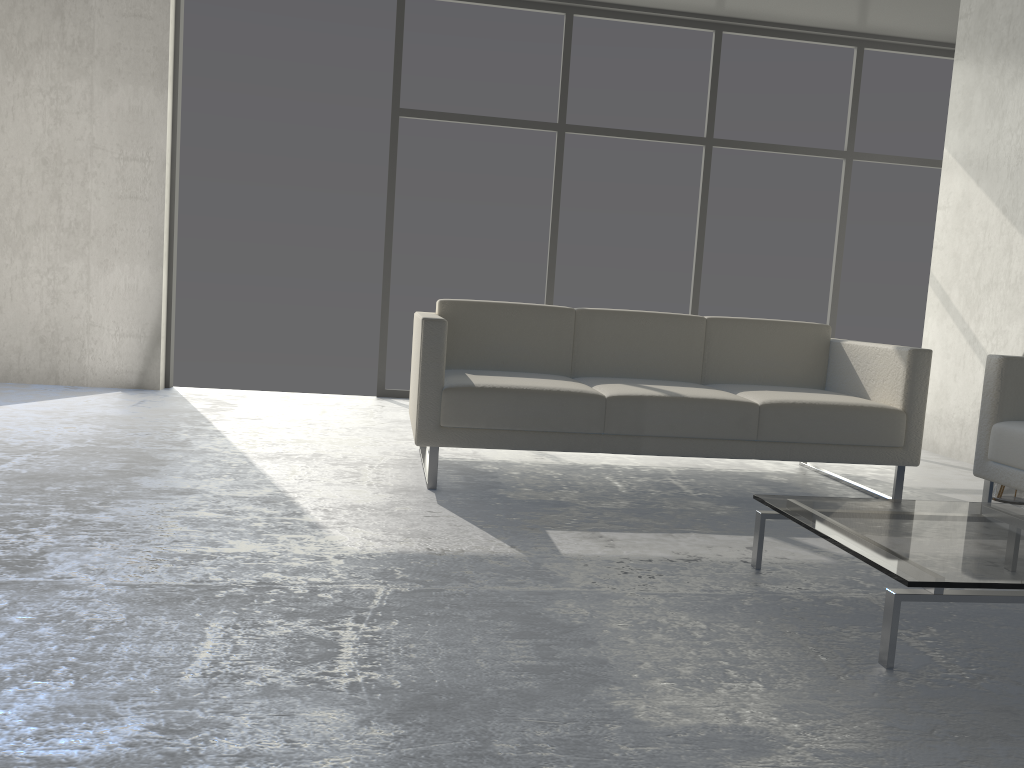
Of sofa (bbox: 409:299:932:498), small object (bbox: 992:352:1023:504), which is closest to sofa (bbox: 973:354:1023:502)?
sofa (bbox: 409:299:932:498)

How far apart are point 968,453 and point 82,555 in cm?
408

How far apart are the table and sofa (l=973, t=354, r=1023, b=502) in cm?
53

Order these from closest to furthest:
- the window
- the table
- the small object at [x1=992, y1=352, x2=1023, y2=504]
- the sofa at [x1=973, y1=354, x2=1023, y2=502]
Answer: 1. the table
2. the sofa at [x1=973, y1=354, x2=1023, y2=502]
3. the small object at [x1=992, y1=352, x2=1023, y2=504]
4. the window

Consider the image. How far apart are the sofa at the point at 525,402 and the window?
1.9 meters

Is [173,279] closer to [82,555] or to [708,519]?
[82,555]

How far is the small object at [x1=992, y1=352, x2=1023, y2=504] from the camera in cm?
348

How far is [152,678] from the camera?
1.5m

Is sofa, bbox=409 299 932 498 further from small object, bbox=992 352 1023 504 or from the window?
the window

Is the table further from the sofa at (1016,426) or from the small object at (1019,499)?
the small object at (1019,499)
